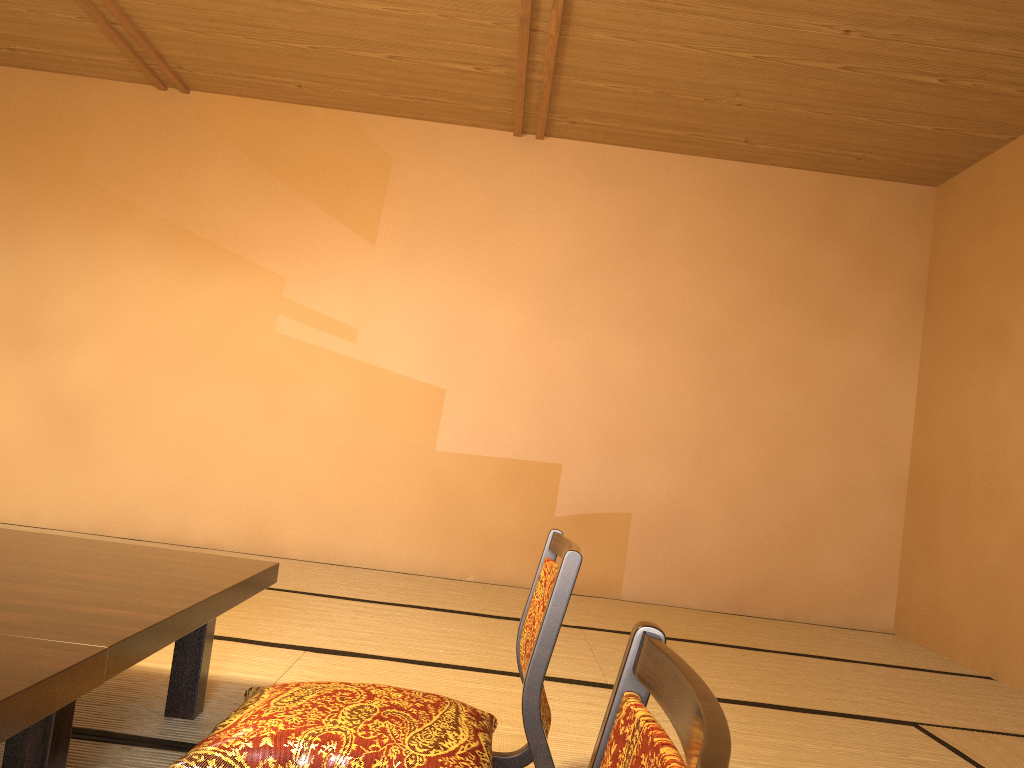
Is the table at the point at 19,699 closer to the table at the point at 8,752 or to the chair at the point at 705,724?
the table at the point at 8,752

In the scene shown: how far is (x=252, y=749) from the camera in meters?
1.5

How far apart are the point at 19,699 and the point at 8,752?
0.43m

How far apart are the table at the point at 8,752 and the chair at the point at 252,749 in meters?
0.1

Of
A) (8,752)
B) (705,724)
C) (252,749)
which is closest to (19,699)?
(8,752)

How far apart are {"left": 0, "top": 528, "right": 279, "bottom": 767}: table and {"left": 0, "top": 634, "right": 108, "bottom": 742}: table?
0.0 meters

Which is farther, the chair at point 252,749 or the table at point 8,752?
the chair at point 252,749

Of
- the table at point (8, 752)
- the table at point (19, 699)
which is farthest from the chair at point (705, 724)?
the table at point (8, 752)

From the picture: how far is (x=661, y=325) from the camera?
4.9 meters

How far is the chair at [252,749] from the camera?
1.52m
